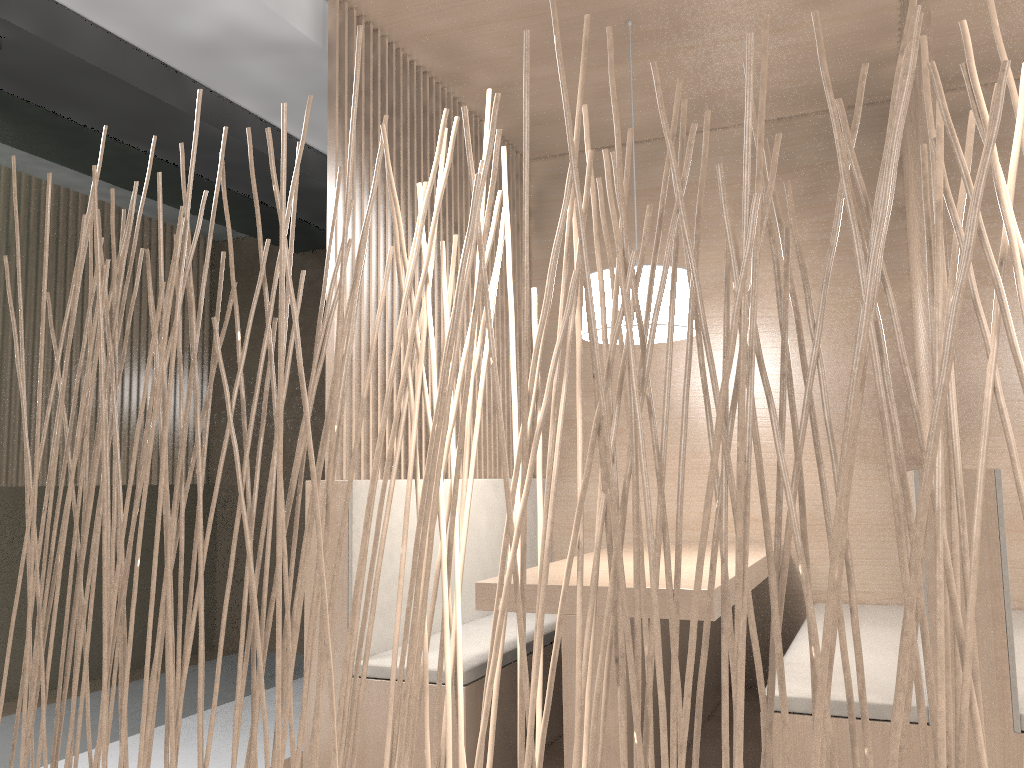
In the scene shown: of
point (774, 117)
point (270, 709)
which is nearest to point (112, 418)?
point (270, 709)

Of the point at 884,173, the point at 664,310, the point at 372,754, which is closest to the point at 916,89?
the point at 664,310

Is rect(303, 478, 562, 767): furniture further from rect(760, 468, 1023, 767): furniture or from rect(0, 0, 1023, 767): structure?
rect(0, 0, 1023, 767): structure

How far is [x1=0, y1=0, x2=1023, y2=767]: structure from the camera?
0.55m

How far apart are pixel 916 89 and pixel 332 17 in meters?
1.2

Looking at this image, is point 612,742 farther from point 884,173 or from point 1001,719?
point 884,173

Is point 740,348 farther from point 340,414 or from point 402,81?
point 402,81

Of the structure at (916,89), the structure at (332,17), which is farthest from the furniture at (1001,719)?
the structure at (332,17)

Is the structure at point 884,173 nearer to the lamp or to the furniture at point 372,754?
the furniture at point 372,754

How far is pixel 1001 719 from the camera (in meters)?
1.26
